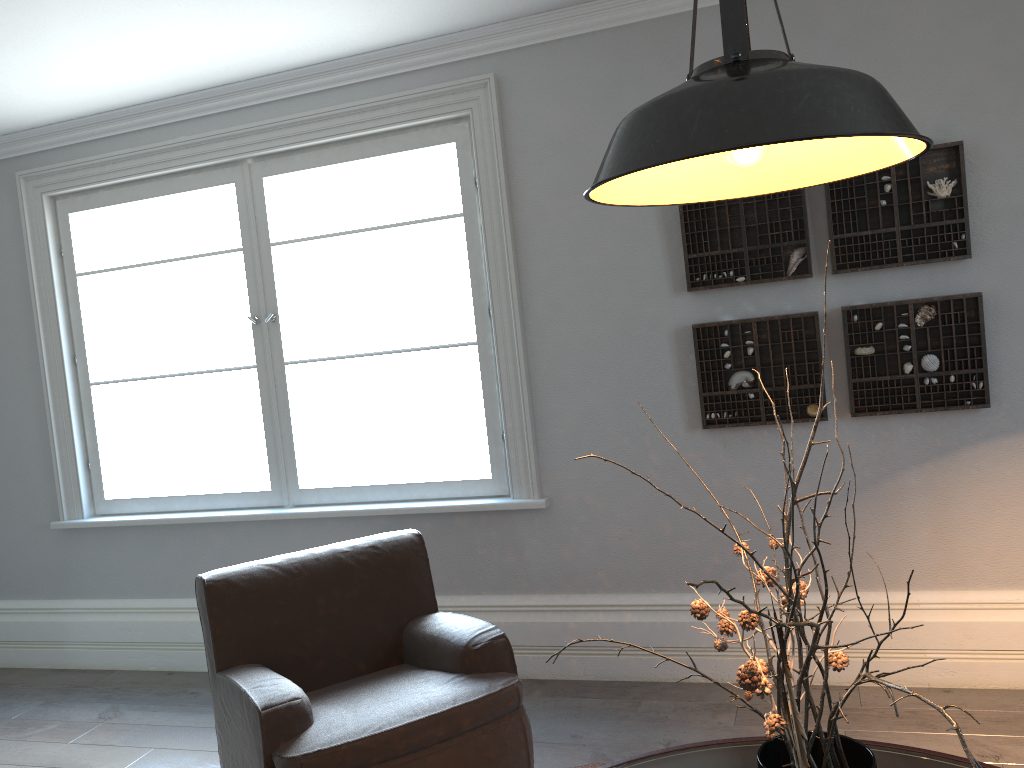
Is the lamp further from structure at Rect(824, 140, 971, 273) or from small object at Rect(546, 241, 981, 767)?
structure at Rect(824, 140, 971, 273)

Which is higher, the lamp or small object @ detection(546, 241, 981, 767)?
the lamp

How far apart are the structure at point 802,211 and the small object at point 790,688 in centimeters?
190cm

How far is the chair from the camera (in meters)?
2.42

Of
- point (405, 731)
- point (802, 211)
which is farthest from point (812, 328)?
point (405, 731)

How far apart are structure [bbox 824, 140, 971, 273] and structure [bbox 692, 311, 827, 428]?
0.2m

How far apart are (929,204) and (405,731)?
2.5 meters

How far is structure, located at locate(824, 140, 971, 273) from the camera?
3.2m

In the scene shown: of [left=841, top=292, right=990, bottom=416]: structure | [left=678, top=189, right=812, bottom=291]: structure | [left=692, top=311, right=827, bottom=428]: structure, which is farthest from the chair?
[left=841, top=292, right=990, bottom=416]: structure

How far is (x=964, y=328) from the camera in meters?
3.2 m
